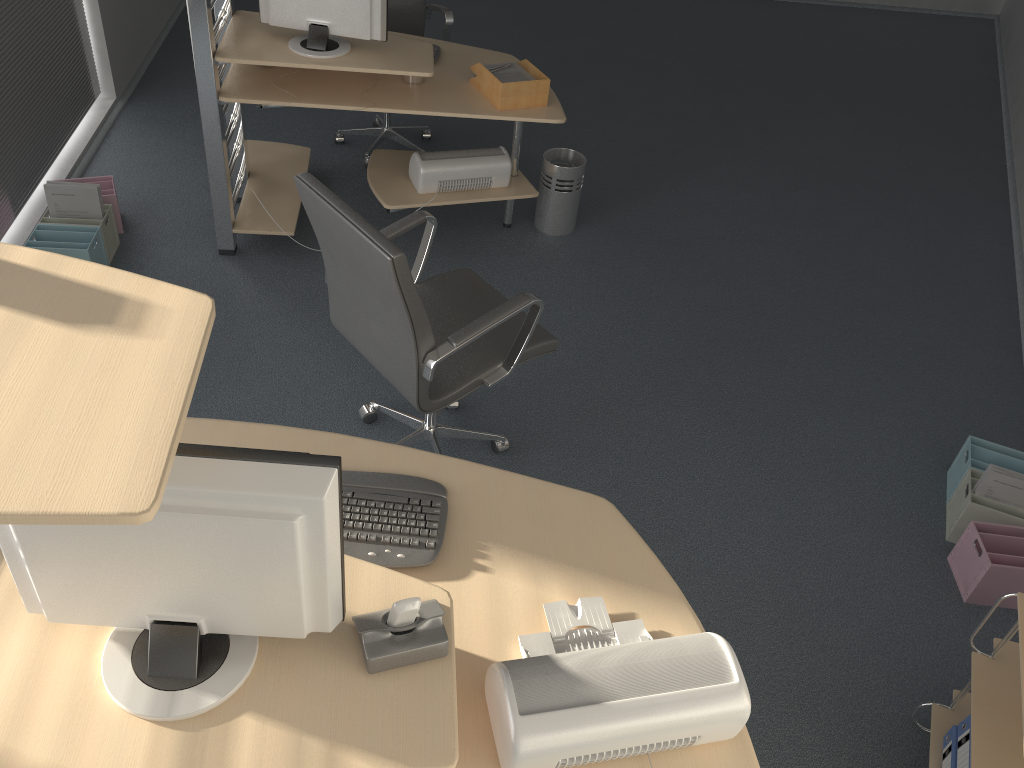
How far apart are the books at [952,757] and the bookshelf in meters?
0.0 m

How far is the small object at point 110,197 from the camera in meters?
3.9

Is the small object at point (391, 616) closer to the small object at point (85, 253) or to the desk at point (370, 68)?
the desk at point (370, 68)

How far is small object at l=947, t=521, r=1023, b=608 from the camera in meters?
2.8

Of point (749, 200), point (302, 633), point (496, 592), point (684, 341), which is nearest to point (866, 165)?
point (749, 200)

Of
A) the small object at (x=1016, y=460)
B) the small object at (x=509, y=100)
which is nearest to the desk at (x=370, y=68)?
the small object at (x=509, y=100)

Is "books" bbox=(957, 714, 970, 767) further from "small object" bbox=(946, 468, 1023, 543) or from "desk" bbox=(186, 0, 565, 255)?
"desk" bbox=(186, 0, 565, 255)

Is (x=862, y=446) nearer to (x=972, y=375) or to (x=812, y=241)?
(x=972, y=375)

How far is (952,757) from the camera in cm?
223

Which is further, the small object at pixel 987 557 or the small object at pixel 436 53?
the small object at pixel 436 53
